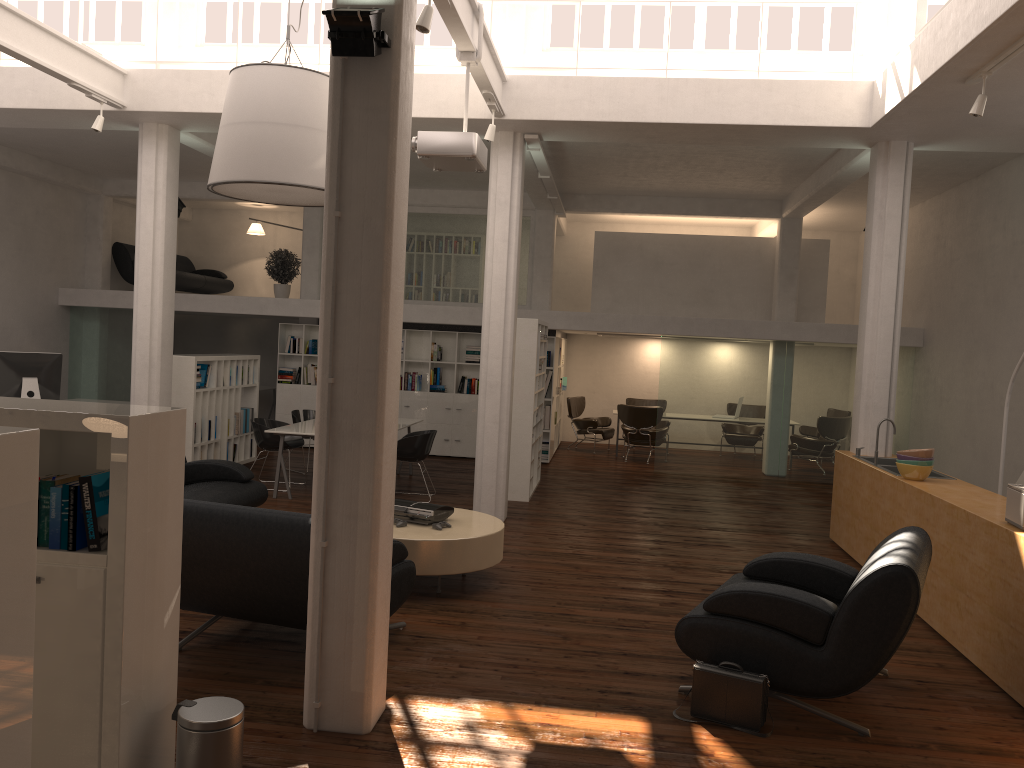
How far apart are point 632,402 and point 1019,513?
14.4 meters

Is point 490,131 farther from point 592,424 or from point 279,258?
Result: point 592,424

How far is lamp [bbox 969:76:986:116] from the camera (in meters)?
7.97

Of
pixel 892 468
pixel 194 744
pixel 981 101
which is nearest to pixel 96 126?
pixel 194 744

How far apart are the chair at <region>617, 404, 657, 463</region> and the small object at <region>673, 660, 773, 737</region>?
12.5 meters

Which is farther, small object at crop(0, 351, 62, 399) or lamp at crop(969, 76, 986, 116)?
small object at crop(0, 351, 62, 399)

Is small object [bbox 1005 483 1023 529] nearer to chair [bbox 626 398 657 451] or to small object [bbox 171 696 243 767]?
small object [bbox 171 696 243 767]

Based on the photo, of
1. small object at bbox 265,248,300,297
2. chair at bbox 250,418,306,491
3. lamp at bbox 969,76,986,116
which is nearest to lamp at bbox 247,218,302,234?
small object at bbox 265,248,300,297

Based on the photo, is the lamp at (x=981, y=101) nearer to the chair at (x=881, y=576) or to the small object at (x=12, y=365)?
the chair at (x=881, y=576)

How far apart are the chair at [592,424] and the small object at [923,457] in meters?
10.7
